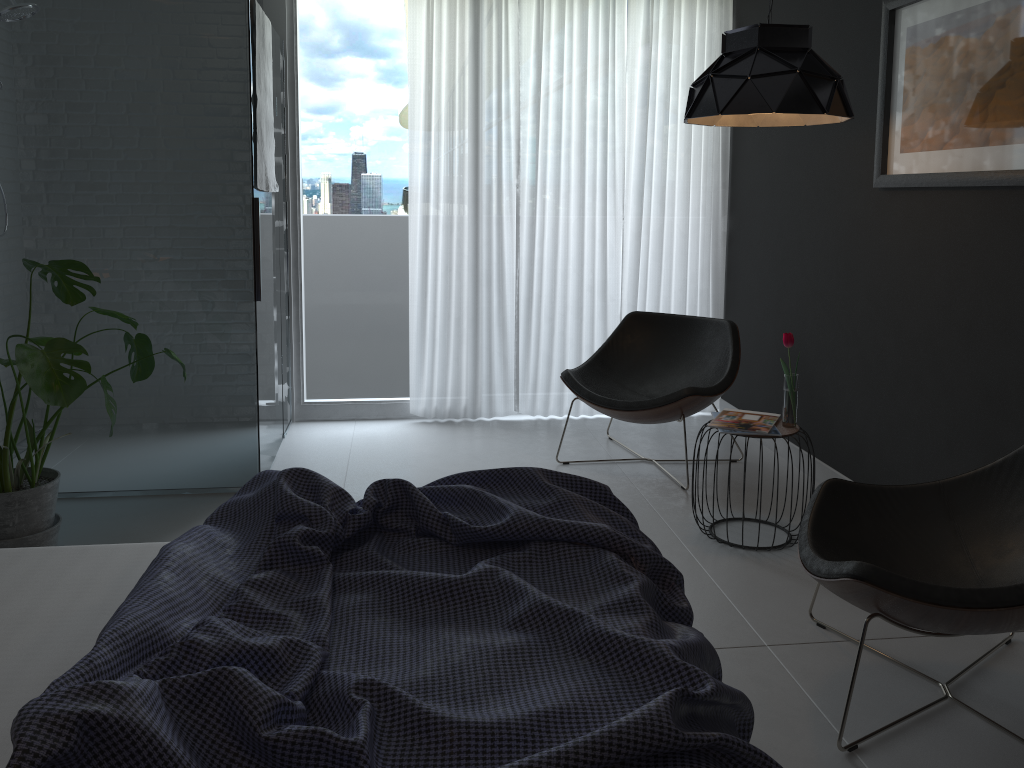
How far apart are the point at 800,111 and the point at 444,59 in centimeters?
243cm

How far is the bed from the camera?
1.2m

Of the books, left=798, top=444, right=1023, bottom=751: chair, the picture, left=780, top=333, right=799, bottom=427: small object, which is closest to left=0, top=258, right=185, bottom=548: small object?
the books

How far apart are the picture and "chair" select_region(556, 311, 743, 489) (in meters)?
1.06

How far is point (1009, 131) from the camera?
2.7 meters

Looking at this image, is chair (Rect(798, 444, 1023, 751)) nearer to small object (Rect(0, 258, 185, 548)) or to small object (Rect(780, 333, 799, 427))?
small object (Rect(780, 333, 799, 427))

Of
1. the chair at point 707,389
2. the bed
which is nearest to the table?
the chair at point 707,389

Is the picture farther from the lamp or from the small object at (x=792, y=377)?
the small object at (x=792, y=377)

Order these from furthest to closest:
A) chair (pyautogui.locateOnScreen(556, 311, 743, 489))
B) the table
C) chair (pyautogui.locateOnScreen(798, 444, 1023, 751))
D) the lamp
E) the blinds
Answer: the blinds → chair (pyautogui.locateOnScreen(556, 311, 743, 489)) → the table → the lamp → chair (pyautogui.locateOnScreen(798, 444, 1023, 751))

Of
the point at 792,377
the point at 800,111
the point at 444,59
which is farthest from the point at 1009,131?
the point at 444,59
